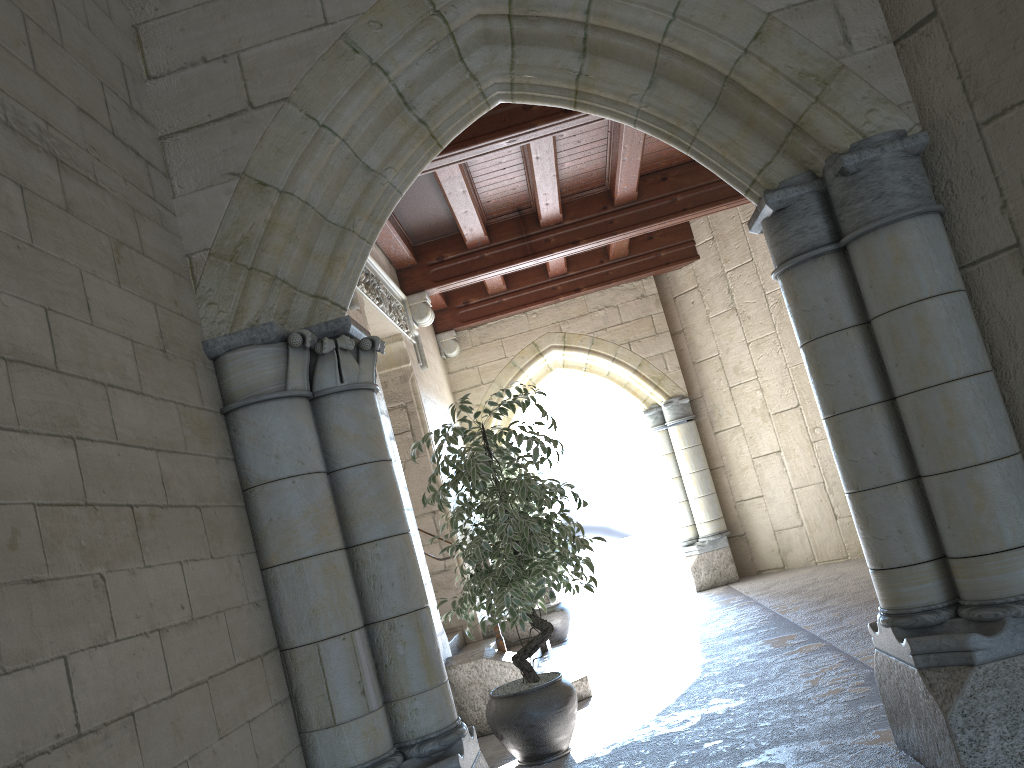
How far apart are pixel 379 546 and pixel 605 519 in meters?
7.6

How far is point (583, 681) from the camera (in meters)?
4.75

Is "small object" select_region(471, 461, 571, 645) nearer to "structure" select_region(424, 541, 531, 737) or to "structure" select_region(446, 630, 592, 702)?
"structure" select_region(446, 630, 592, 702)

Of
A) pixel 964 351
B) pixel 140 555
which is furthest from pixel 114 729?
pixel 964 351

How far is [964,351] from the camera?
2.4 meters

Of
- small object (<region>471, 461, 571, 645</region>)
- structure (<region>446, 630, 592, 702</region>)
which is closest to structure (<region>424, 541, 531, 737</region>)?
structure (<region>446, 630, 592, 702</region>)

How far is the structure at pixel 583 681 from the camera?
4.7m

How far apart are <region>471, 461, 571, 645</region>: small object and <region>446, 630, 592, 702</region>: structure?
1.1m

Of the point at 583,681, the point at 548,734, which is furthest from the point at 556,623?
the point at 548,734

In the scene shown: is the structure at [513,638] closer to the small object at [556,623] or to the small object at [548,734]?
the small object at [556,623]
